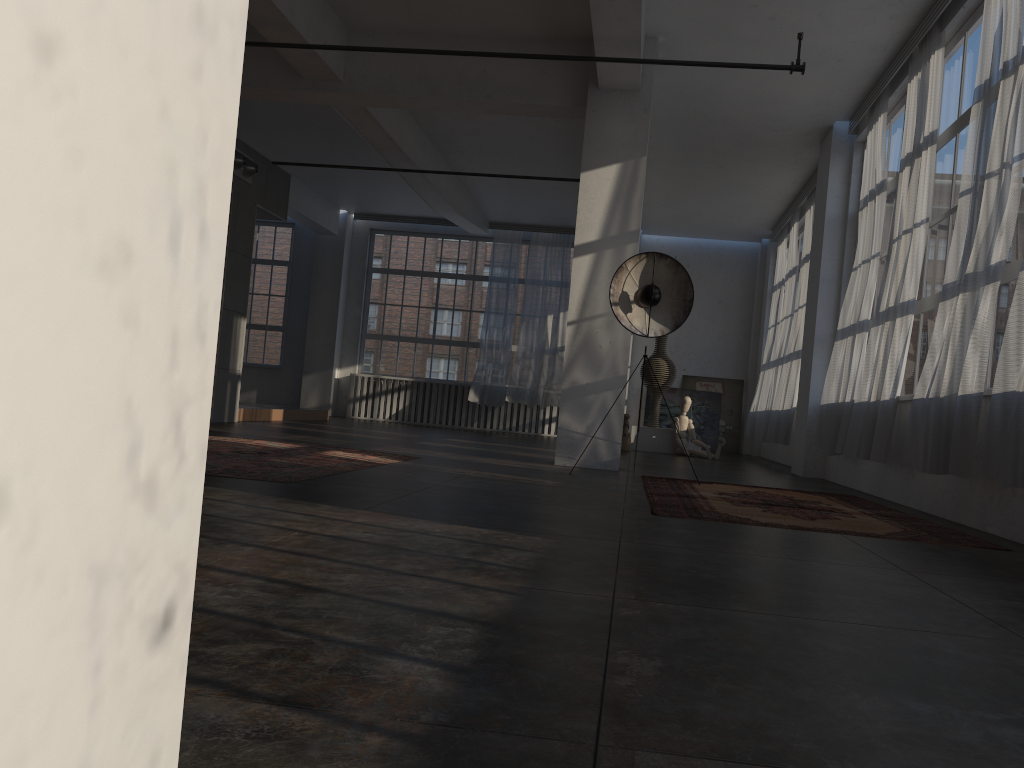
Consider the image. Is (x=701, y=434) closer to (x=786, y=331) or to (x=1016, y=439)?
(x=786, y=331)

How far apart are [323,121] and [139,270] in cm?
1208

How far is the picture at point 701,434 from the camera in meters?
16.4

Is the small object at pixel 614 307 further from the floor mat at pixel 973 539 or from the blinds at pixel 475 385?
the blinds at pixel 475 385

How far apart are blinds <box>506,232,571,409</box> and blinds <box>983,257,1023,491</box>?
11.4m

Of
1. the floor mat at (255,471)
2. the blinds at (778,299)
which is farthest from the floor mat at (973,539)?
the blinds at (778,299)

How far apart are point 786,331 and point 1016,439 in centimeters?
884cm

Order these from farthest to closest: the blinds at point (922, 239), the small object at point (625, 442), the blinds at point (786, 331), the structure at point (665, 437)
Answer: the structure at point (665, 437) < the blinds at point (786, 331) < the small object at point (625, 442) < the blinds at point (922, 239)

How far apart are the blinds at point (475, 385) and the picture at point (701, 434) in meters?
2.7 m

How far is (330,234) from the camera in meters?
17.2 m
